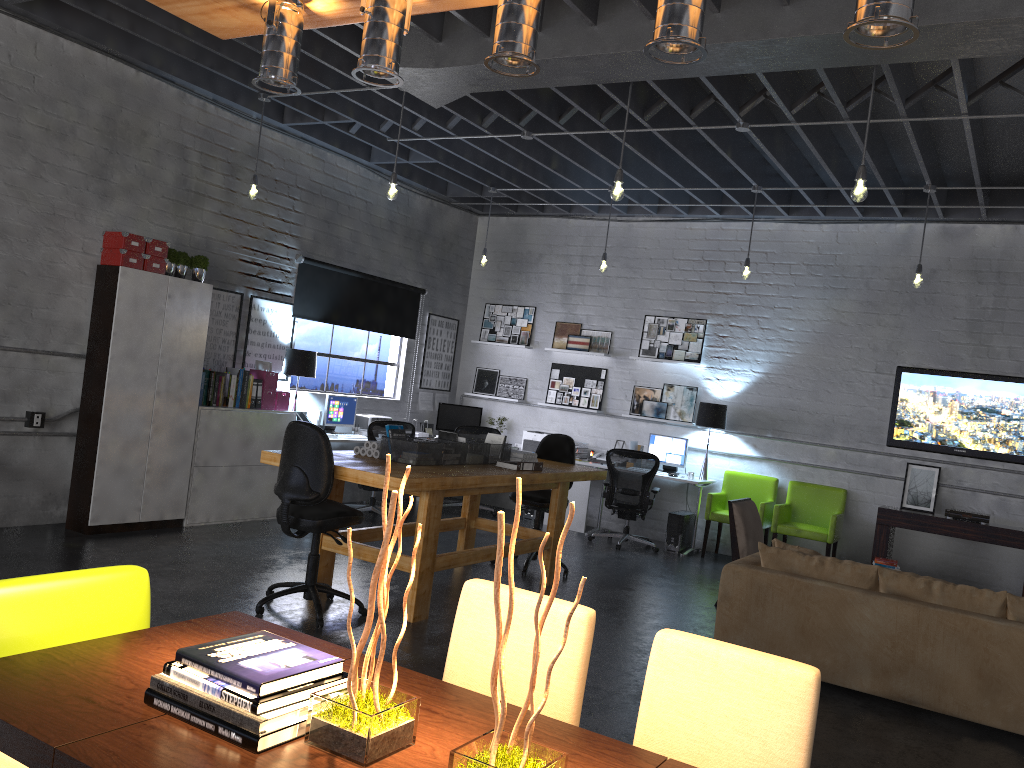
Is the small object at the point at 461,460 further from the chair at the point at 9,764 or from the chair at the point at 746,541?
the chair at the point at 9,764

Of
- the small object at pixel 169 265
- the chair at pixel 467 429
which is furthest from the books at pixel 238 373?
the chair at pixel 467 429

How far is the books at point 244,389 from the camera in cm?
797

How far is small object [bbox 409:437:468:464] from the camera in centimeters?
624cm

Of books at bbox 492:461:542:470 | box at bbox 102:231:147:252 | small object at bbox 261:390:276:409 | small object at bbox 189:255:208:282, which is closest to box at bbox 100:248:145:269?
box at bbox 102:231:147:252

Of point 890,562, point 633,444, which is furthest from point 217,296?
point 890,562

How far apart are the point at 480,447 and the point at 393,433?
0.7 meters

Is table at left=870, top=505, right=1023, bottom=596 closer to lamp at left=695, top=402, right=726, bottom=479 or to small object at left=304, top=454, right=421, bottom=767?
lamp at left=695, top=402, right=726, bottom=479

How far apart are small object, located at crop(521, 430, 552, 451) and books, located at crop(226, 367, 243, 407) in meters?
3.8

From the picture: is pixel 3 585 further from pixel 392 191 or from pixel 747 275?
pixel 747 275
